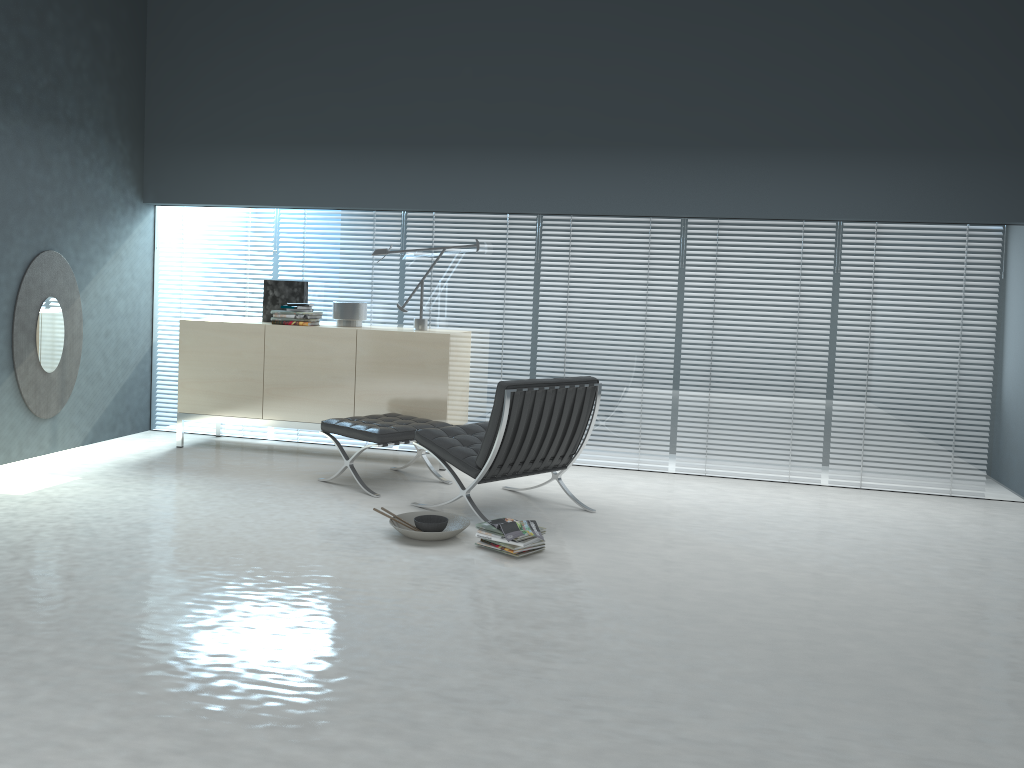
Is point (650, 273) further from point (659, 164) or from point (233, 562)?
point (233, 562)

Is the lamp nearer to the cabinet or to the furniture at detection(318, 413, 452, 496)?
the cabinet

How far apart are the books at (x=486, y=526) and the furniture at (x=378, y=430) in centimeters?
110cm

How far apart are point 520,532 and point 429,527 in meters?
0.5

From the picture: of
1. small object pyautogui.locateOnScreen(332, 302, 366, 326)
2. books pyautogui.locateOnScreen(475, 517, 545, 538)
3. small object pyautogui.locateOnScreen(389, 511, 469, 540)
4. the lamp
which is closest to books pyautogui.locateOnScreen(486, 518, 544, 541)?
books pyautogui.locateOnScreen(475, 517, 545, 538)

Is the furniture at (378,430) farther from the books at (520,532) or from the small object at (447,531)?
the books at (520,532)

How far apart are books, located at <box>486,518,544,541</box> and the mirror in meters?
3.3 m

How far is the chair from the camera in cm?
438

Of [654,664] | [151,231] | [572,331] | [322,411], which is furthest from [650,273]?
[151,231]

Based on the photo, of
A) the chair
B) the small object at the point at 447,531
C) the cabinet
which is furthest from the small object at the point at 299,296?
the small object at the point at 447,531
